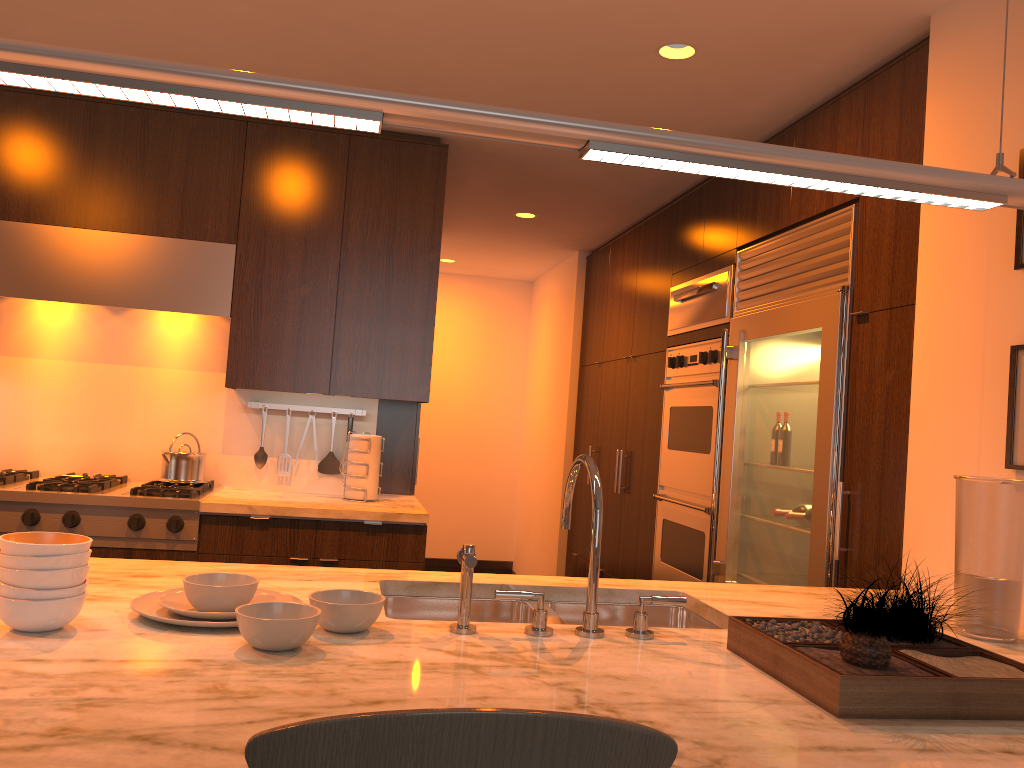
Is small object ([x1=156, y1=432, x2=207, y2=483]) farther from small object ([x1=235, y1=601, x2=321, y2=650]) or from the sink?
small object ([x1=235, y1=601, x2=321, y2=650])

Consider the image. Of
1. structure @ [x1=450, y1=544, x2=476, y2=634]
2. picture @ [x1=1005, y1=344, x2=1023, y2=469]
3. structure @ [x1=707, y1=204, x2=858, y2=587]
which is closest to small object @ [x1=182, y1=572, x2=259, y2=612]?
structure @ [x1=450, y1=544, x2=476, y2=634]

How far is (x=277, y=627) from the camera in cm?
140

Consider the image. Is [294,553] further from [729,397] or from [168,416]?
[729,397]

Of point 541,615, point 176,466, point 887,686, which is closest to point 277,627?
point 541,615

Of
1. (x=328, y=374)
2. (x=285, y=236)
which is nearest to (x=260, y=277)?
(x=285, y=236)

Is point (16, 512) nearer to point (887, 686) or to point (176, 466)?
point (176, 466)

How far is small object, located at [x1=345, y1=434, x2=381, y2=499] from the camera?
3.9m

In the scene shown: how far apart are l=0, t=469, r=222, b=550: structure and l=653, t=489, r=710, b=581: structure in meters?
2.1

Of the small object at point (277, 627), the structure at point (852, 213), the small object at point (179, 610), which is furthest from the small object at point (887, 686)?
the structure at point (852, 213)
